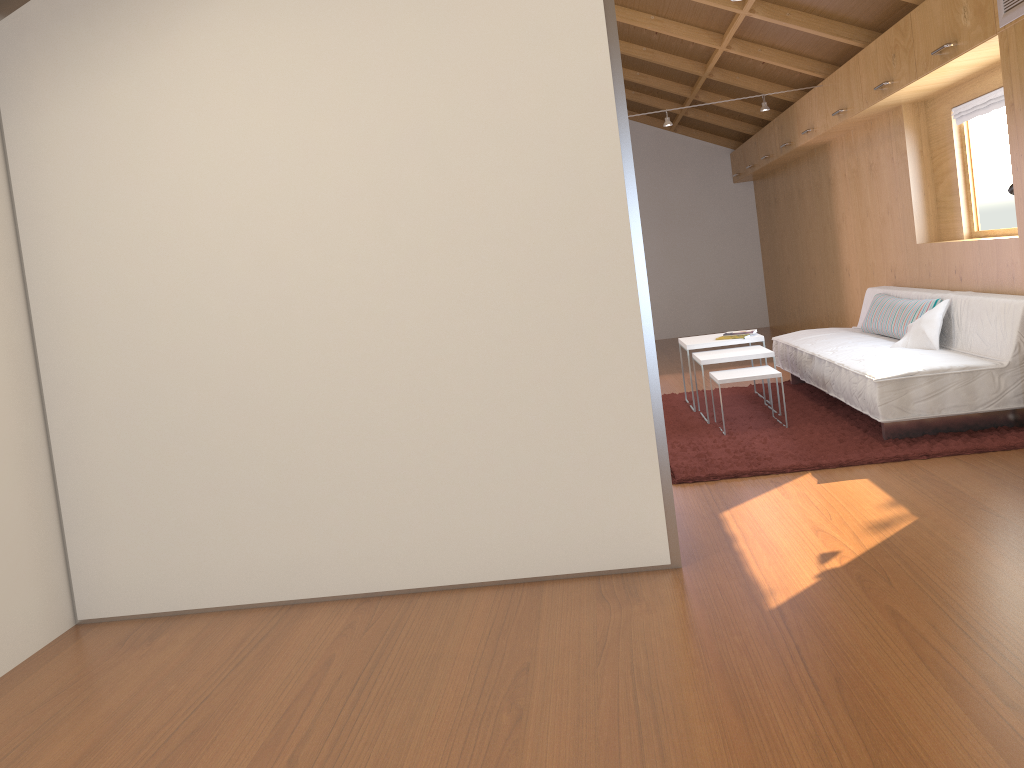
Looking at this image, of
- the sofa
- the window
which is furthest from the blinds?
the sofa

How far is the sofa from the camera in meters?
4.1 m

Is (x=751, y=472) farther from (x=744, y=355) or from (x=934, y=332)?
(x=934, y=332)

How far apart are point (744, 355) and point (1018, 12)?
2.2 meters

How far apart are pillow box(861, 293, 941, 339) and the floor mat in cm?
52

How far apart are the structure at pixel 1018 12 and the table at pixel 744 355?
2.0 meters

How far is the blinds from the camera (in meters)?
4.64

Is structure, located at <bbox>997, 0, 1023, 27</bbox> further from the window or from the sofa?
the window

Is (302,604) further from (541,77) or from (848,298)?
(848,298)

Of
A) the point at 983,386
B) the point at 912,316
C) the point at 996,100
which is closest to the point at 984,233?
the point at 912,316
